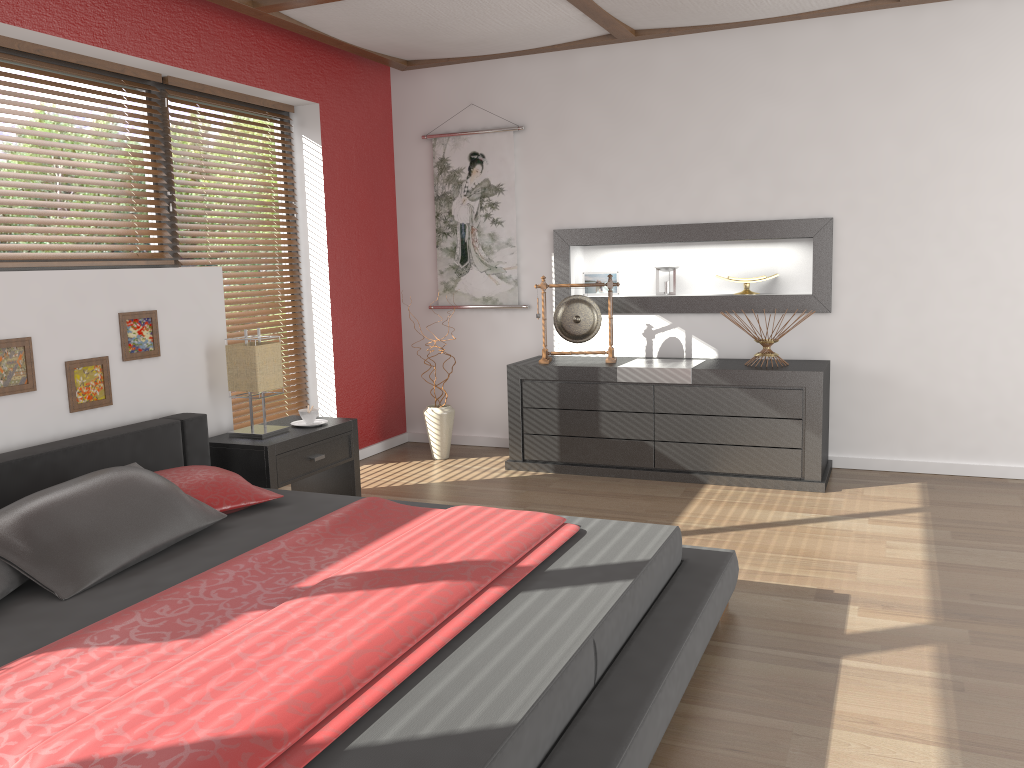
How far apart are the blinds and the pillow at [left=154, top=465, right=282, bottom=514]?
1.12m

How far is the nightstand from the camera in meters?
3.9 m

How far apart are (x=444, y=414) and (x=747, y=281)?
1.93m

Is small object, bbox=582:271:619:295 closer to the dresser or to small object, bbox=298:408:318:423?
the dresser

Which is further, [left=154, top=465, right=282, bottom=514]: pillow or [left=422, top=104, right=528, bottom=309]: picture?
[left=422, top=104, right=528, bottom=309]: picture

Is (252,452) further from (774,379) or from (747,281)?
(747,281)

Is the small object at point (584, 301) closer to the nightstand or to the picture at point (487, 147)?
the picture at point (487, 147)

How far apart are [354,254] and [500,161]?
1.1 meters

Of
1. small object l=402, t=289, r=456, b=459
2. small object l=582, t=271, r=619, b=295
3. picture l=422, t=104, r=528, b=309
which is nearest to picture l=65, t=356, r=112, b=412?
small object l=402, t=289, r=456, b=459

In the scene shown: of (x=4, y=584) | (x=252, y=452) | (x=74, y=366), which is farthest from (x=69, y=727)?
(x=252, y=452)
